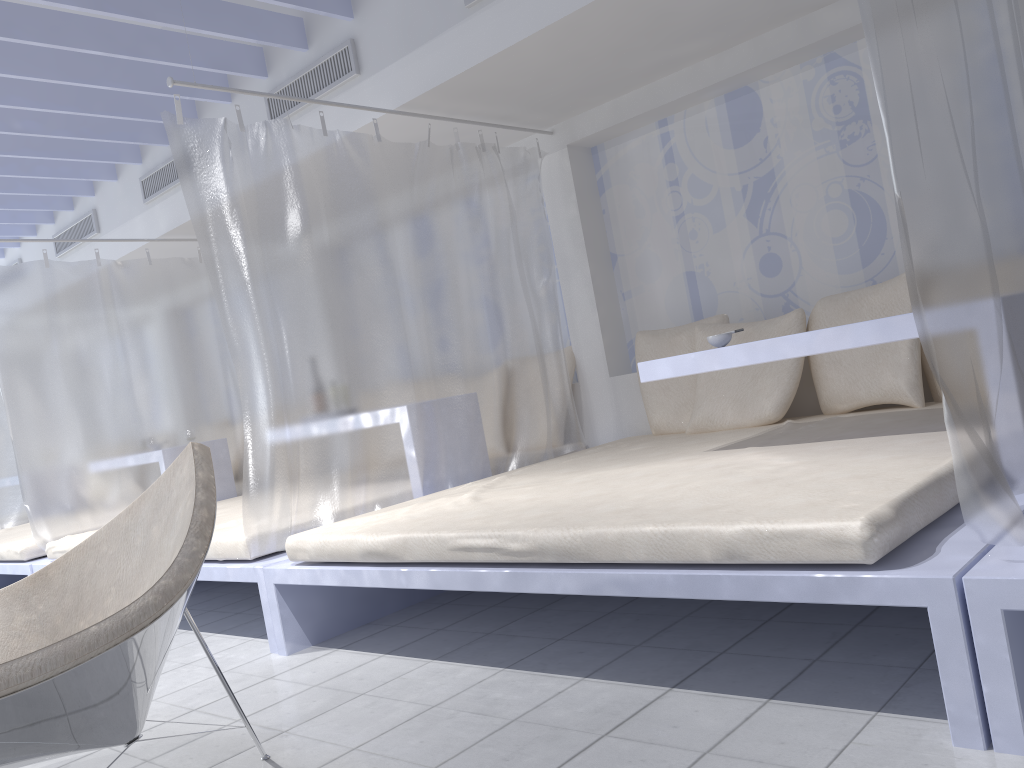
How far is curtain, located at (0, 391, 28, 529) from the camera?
6.5m

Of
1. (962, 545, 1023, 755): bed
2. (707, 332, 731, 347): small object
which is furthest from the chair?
(707, 332, 731, 347): small object

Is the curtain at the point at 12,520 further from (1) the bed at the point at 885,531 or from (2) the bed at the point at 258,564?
(1) the bed at the point at 885,531

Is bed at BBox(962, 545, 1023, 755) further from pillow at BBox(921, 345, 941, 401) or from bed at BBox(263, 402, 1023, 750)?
pillow at BBox(921, 345, 941, 401)

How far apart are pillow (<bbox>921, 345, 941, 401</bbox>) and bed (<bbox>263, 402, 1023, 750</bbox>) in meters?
0.1 m

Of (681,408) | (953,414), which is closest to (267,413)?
(681,408)

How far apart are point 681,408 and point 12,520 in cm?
512

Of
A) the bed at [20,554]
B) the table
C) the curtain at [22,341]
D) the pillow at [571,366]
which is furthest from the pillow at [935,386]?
the bed at [20,554]

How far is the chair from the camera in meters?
1.4 m

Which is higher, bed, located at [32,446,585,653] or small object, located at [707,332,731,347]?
small object, located at [707,332,731,347]
